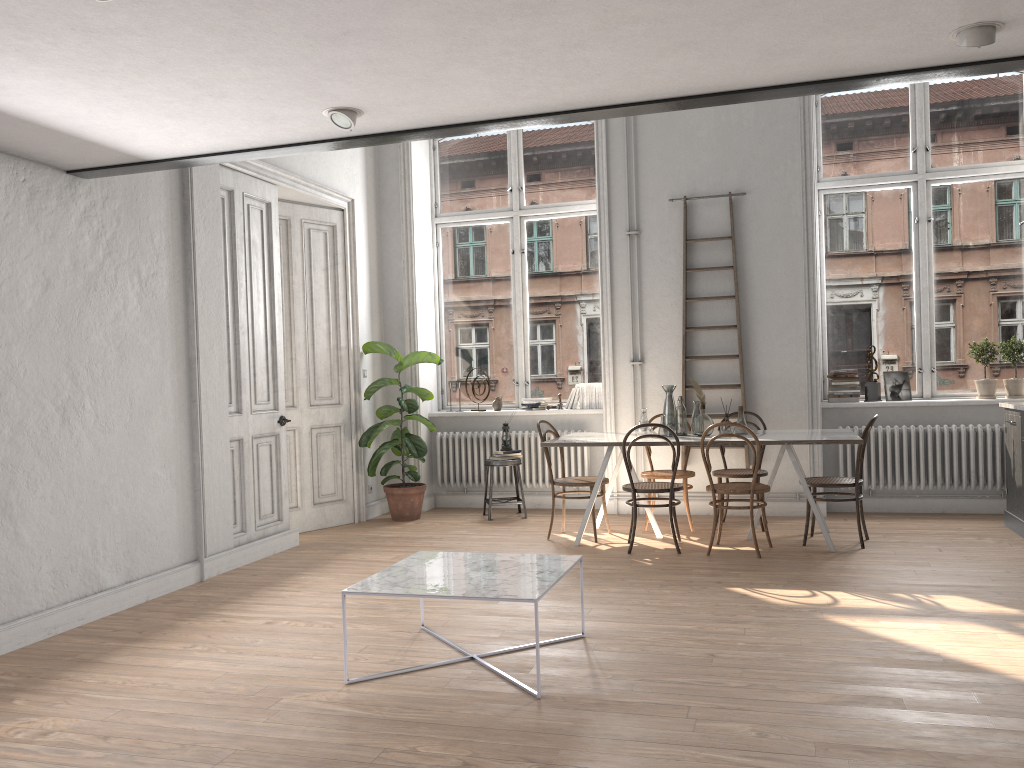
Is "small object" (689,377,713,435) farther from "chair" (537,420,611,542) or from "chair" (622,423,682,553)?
"chair" (537,420,611,542)

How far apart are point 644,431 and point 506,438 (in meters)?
1.74

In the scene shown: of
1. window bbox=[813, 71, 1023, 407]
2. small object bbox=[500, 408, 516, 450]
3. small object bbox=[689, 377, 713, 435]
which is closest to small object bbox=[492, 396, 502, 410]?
small object bbox=[500, 408, 516, 450]

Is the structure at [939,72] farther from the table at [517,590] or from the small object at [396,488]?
the small object at [396,488]

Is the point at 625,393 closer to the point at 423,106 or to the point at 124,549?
the point at 124,549

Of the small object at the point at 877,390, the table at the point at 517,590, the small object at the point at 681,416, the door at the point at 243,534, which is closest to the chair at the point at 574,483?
the small object at the point at 681,416

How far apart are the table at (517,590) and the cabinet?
3.88m

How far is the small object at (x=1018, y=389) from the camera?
7.3 meters

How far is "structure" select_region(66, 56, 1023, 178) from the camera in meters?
3.6 m

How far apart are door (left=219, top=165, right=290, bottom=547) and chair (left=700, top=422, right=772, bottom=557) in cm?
316
